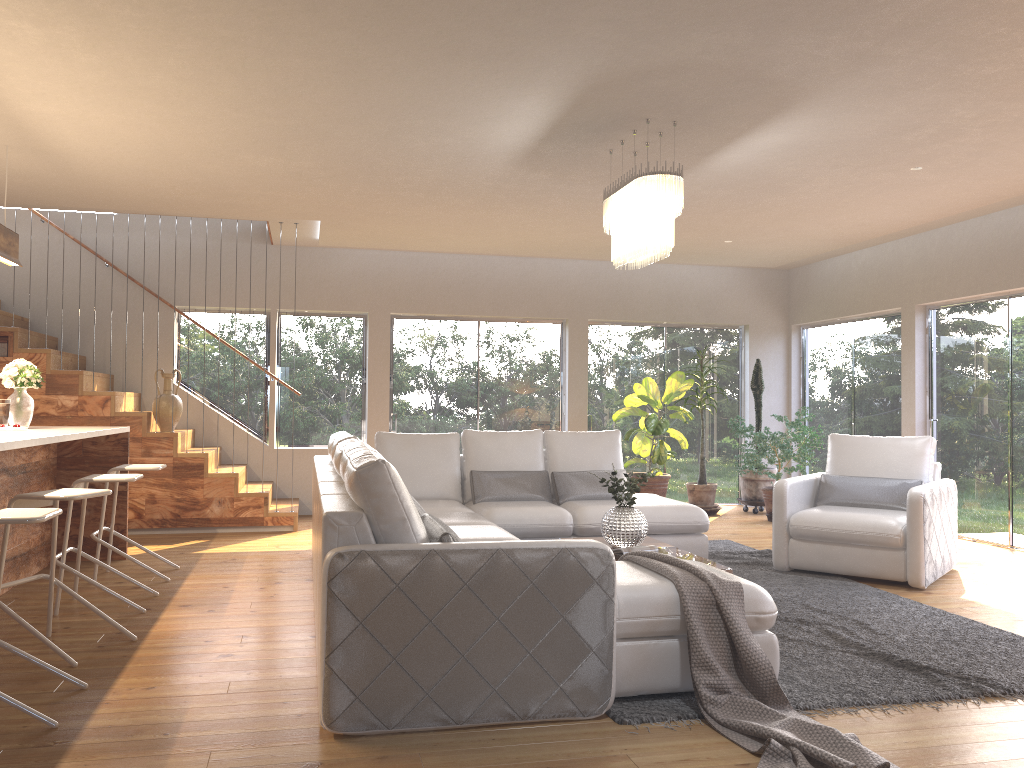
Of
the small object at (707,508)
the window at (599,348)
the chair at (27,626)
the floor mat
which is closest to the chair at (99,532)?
the chair at (27,626)

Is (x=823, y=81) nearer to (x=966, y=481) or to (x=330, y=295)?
(x=966, y=481)

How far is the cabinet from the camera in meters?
5.1

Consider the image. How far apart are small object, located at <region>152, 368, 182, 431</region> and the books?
4.7 meters

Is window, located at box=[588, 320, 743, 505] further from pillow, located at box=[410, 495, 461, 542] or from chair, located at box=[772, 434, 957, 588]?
pillow, located at box=[410, 495, 461, 542]

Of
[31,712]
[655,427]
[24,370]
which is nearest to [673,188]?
[31,712]

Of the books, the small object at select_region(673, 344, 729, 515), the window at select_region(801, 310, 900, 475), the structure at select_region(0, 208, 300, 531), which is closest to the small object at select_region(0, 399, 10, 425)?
the structure at select_region(0, 208, 300, 531)

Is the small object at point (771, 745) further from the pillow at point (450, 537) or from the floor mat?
the pillow at point (450, 537)

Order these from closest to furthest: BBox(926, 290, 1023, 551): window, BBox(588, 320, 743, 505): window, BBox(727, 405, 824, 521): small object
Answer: BBox(926, 290, 1023, 551): window
BBox(727, 405, 824, 521): small object
BBox(588, 320, 743, 505): window

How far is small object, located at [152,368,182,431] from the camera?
7.85m
